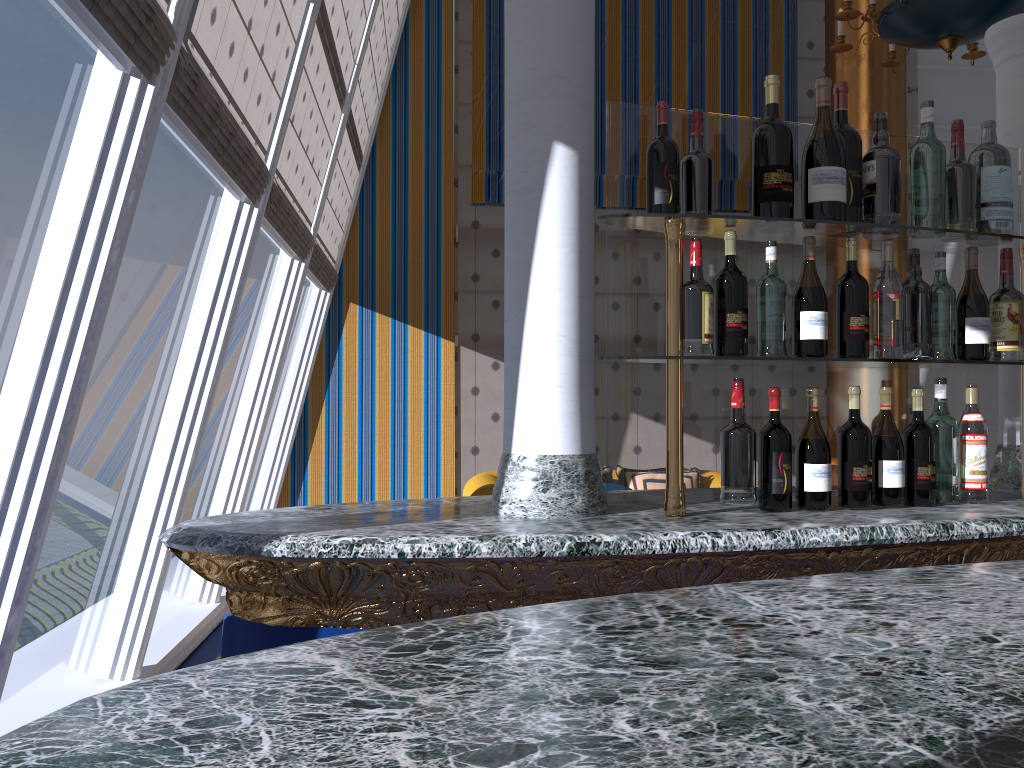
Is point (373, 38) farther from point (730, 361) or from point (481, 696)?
point (481, 696)

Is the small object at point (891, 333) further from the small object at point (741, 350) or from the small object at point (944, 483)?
the small object at point (741, 350)

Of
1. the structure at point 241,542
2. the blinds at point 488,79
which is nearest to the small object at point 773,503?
the structure at point 241,542

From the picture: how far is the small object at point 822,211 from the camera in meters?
1.7

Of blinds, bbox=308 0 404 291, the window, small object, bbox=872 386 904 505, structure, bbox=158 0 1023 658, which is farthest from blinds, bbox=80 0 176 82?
blinds, bbox=308 0 404 291

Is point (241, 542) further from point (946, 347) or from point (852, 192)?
point (946, 347)

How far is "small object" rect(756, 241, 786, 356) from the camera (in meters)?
1.71

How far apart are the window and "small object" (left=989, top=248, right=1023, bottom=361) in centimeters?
218cm

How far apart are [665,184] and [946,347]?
0.7m

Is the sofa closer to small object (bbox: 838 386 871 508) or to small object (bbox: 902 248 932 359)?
small object (bbox: 902 248 932 359)
